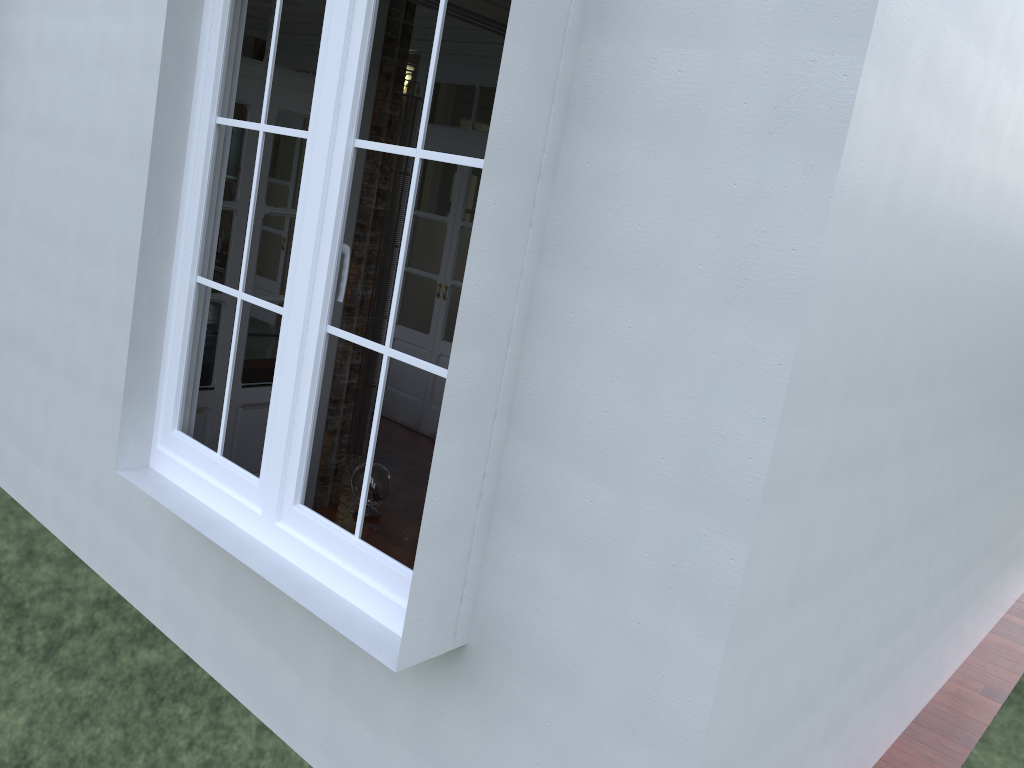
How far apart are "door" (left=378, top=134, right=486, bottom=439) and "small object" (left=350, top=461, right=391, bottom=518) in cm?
161

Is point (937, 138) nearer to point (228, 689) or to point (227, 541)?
point (227, 541)

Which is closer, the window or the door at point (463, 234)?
the window

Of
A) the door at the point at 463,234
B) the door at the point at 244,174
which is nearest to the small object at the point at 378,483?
the door at the point at 244,174

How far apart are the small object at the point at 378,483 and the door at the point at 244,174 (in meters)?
0.55

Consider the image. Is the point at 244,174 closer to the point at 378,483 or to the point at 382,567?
the point at 378,483

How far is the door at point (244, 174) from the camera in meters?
4.0

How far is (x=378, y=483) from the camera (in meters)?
4.84

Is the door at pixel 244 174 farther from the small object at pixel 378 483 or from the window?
the window

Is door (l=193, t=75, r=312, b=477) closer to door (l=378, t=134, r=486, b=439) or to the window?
the window
